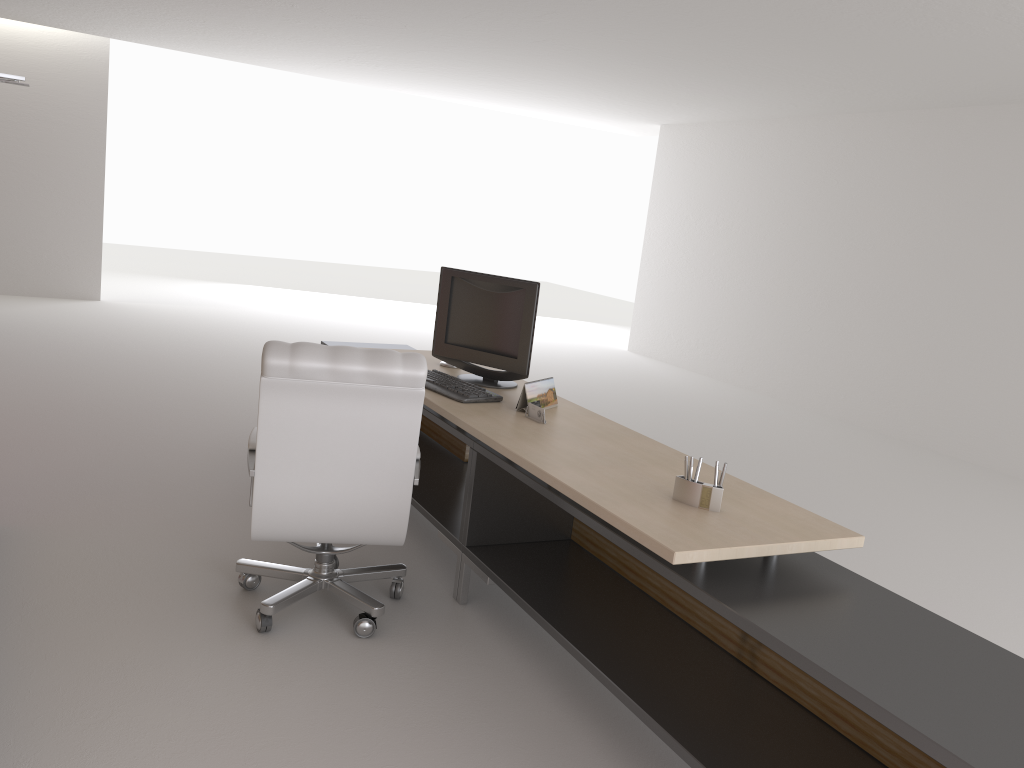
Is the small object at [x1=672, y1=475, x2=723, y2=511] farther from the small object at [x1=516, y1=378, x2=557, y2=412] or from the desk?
the small object at [x1=516, y1=378, x2=557, y2=412]

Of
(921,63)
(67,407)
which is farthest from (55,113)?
(921,63)

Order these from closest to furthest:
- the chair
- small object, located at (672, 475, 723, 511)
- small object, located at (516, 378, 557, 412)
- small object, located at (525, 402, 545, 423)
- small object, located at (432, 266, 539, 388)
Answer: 1. small object, located at (672, 475, 723, 511)
2. the chair
3. small object, located at (525, 402, 545, 423)
4. small object, located at (516, 378, 557, 412)
5. small object, located at (432, 266, 539, 388)

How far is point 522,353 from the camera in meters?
6.0 m

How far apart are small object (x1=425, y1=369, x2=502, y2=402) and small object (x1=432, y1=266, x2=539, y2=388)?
0.20m

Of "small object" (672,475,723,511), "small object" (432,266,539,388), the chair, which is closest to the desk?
"small object" (672,475,723,511)

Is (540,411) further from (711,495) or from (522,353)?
(711,495)

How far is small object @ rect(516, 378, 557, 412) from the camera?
5.5m

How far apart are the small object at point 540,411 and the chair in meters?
0.8 m

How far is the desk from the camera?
2.98m
